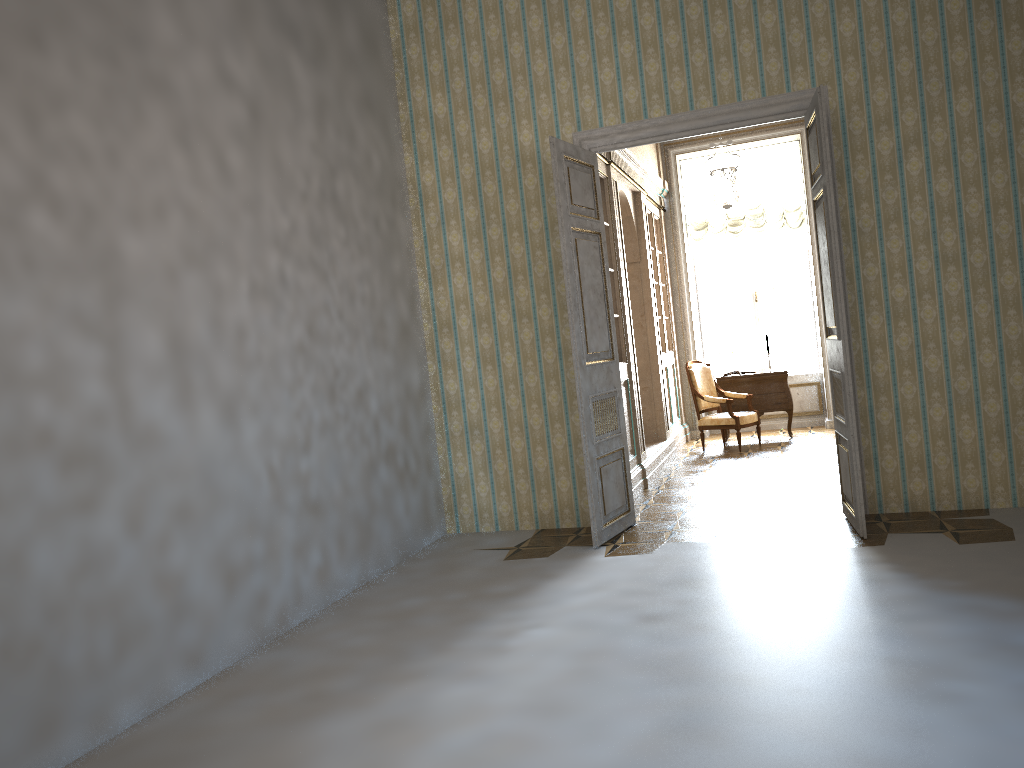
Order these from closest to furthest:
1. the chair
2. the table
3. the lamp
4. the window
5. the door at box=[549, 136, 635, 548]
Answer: the door at box=[549, 136, 635, 548]
the lamp
the chair
the table
the window

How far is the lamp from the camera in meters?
8.2 m

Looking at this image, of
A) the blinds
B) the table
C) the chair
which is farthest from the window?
the chair

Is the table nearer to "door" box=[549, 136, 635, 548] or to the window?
the window

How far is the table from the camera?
10.12m

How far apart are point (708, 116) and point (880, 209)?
1.3 meters

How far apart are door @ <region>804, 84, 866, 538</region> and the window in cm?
583

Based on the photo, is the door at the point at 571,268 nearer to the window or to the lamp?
the lamp

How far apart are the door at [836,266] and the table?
4.4m

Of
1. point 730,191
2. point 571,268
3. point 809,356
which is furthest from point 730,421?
point 571,268
